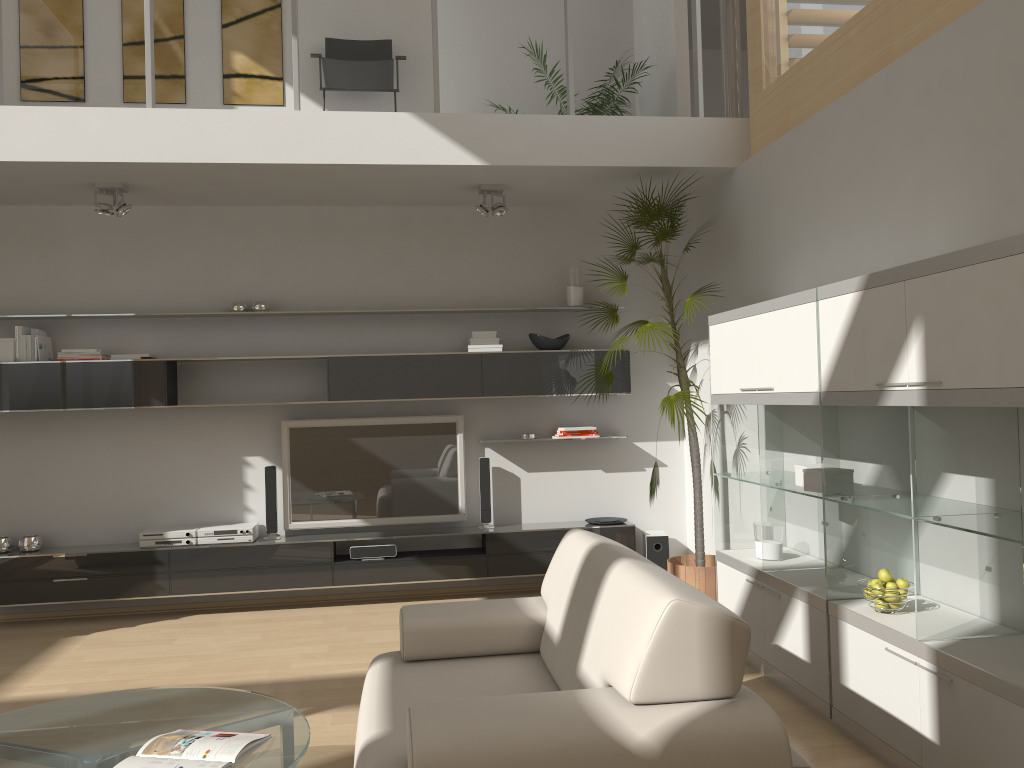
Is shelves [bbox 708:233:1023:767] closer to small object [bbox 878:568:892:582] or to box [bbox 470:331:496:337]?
small object [bbox 878:568:892:582]

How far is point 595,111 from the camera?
6.46m

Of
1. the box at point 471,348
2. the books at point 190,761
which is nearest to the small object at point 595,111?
the box at point 471,348

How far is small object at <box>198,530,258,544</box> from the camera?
5.7 meters

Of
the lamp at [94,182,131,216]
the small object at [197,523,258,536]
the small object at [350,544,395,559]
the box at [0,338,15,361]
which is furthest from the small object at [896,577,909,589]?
the box at [0,338,15,361]

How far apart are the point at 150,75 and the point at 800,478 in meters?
4.1 m

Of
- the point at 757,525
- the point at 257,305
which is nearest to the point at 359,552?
the point at 257,305

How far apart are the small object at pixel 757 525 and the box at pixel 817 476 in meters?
0.7

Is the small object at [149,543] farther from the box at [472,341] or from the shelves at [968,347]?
the shelves at [968,347]

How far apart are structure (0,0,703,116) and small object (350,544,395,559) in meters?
2.9 m
